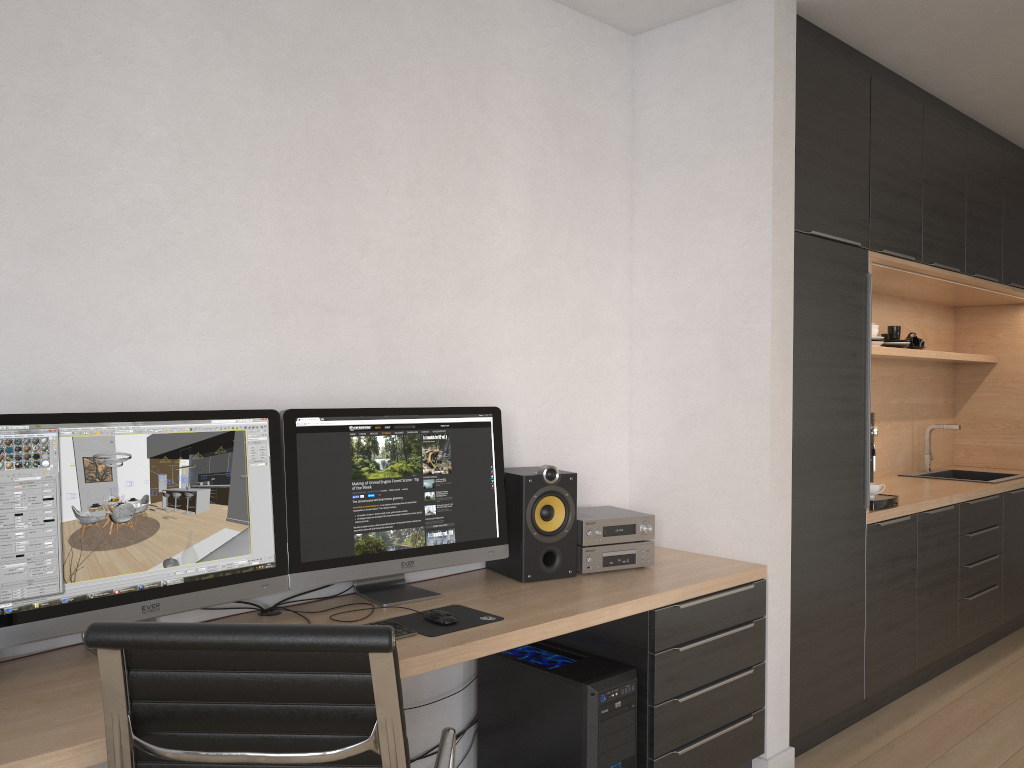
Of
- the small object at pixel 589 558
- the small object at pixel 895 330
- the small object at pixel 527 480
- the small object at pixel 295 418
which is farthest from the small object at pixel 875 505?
the small object at pixel 295 418

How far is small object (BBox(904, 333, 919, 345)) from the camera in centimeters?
492cm

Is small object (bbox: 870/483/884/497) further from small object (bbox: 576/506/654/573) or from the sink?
the sink

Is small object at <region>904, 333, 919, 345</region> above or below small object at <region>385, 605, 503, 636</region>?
above

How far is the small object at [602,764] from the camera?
2.45m

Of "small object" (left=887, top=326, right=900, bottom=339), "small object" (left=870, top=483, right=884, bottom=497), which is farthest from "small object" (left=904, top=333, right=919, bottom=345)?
"small object" (left=870, top=483, right=884, bottom=497)

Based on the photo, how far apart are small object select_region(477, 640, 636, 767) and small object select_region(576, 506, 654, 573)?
0.25m

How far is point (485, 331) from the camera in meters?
2.9 m

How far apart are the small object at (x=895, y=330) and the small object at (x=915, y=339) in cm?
24

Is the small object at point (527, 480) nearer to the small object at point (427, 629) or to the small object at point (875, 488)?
the small object at point (427, 629)
